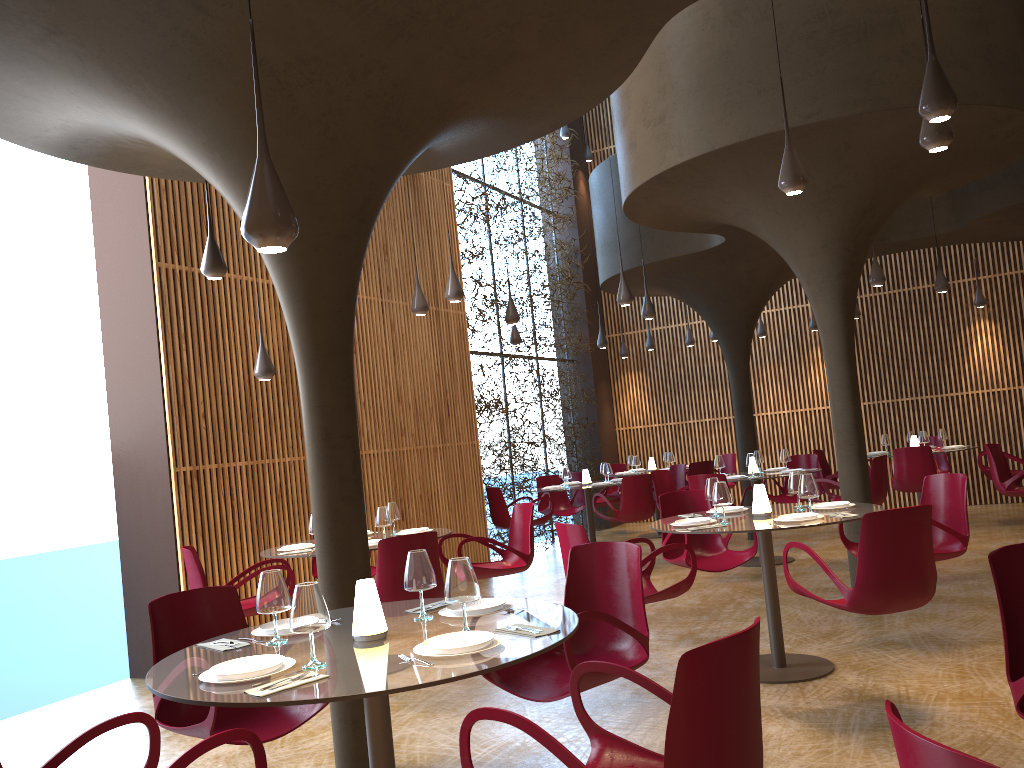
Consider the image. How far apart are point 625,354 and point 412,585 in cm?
1420

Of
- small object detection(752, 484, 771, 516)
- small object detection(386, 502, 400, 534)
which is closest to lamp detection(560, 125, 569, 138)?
small object detection(386, 502, 400, 534)

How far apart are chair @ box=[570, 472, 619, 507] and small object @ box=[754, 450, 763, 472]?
3.51m

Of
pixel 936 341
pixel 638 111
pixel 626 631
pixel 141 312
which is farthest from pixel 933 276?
pixel 626 631

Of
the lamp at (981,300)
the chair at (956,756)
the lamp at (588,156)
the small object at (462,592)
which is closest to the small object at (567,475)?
the lamp at (981,300)

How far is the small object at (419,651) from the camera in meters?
3.2 m

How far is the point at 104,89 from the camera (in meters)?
4.82

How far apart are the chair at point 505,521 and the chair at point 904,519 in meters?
6.9 m

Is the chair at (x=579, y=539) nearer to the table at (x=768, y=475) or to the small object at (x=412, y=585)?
the small object at (x=412, y=585)

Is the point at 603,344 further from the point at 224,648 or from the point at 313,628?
the point at 313,628
